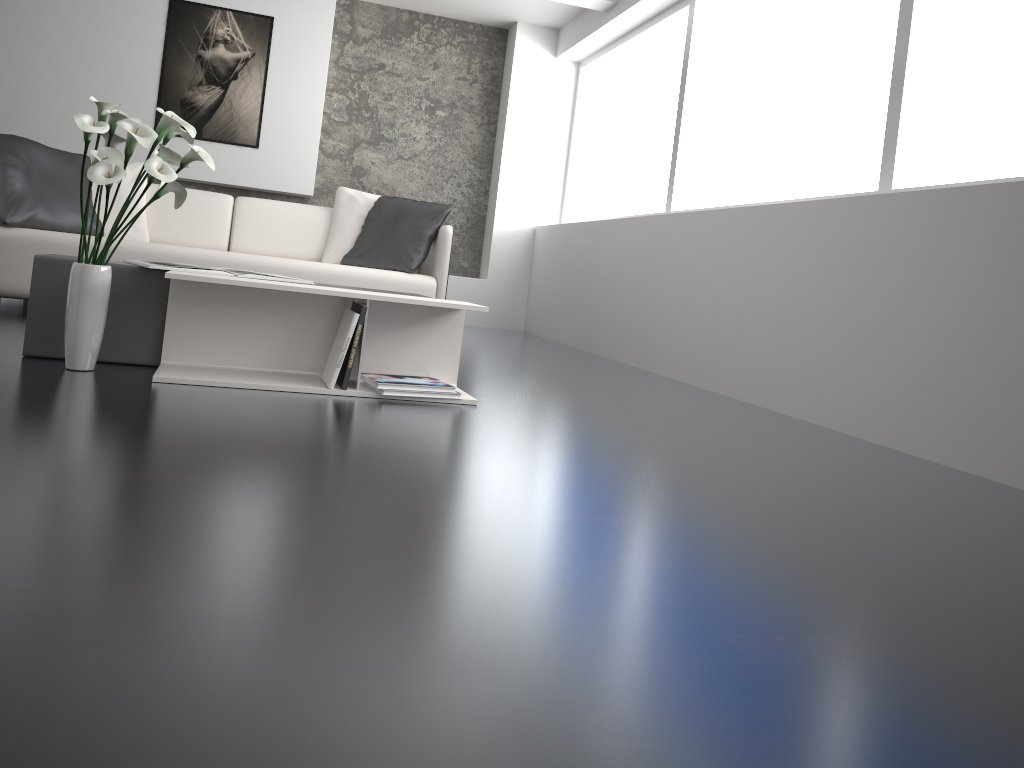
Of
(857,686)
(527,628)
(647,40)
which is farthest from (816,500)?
(647,40)

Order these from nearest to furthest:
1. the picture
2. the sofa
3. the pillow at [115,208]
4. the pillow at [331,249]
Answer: the sofa, the pillow at [115,208], the pillow at [331,249], the picture

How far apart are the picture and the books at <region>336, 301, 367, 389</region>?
4.20m

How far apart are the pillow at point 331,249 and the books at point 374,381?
2.2m

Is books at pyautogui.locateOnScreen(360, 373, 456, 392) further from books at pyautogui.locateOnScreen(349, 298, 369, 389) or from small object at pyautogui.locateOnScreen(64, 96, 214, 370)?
small object at pyautogui.locateOnScreen(64, 96, 214, 370)

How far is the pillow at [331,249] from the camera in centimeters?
489cm

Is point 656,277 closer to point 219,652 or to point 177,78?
point 177,78

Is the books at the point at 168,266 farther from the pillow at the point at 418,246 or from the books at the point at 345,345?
the pillow at the point at 418,246

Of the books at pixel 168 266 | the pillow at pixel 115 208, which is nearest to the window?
the books at pixel 168 266

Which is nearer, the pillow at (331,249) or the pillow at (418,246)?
the pillow at (418,246)
